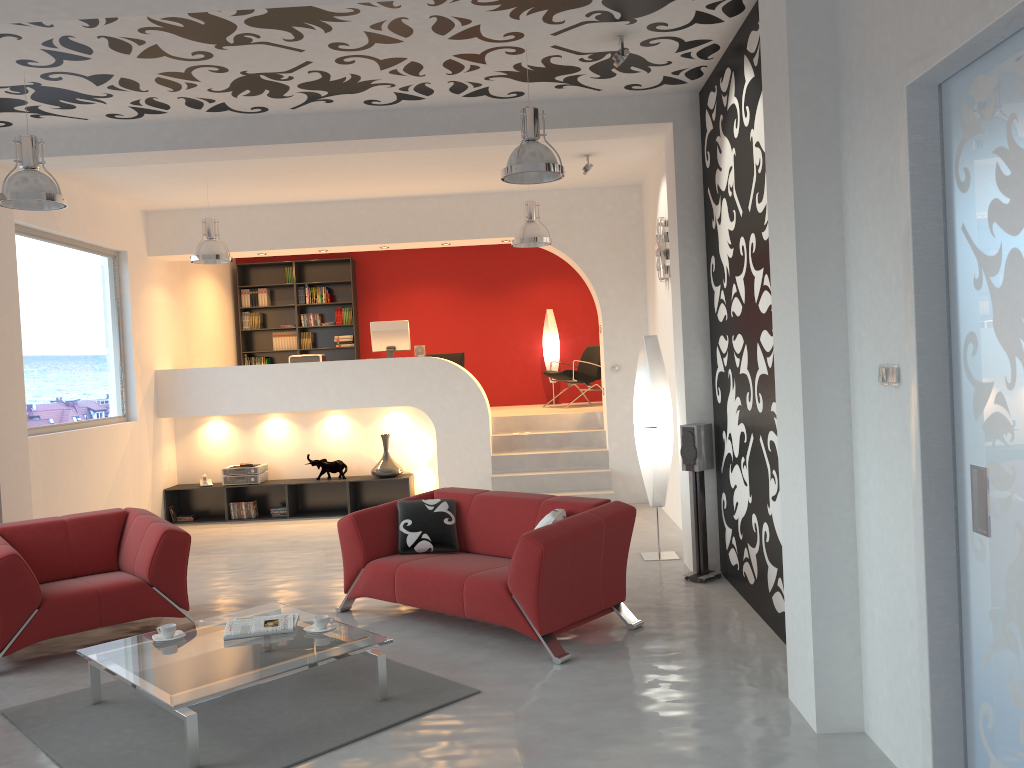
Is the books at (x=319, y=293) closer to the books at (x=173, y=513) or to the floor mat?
the books at (x=173, y=513)

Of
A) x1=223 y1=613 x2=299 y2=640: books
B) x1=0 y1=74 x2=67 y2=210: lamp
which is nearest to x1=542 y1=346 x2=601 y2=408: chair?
x1=0 y1=74 x2=67 y2=210: lamp

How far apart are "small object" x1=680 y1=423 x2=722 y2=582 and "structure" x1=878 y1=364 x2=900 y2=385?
2.92m

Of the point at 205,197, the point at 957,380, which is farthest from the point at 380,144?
the point at 957,380

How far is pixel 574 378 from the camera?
11.5m

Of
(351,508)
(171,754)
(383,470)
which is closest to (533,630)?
(171,754)

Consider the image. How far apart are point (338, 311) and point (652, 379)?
6.8m

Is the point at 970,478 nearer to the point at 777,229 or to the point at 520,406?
the point at 777,229

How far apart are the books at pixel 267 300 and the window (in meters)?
3.40

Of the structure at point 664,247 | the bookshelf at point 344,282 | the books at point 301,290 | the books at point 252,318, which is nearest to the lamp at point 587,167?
the structure at point 664,247
